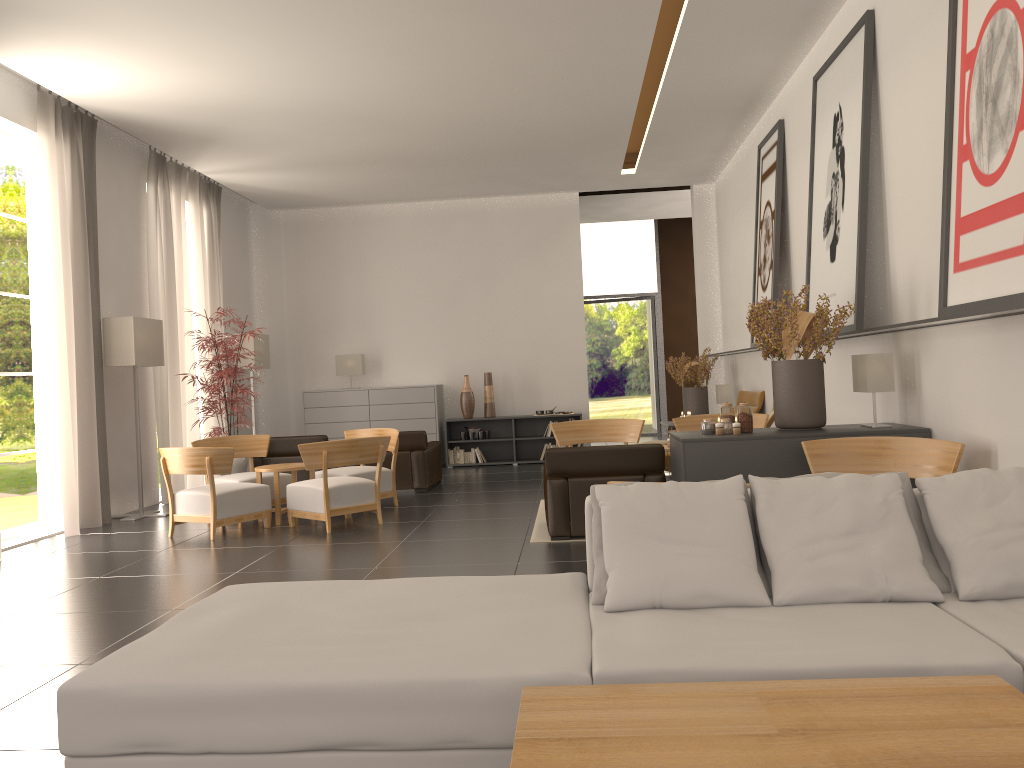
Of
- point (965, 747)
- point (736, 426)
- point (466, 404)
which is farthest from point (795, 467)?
point (466, 404)

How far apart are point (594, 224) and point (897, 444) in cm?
1975

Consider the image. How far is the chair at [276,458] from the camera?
15.73m

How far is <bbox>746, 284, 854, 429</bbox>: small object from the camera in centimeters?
905cm

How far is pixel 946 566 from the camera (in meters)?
4.48

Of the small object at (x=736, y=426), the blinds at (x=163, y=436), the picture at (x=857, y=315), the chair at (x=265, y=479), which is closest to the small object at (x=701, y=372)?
the picture at (x=857, y=315)

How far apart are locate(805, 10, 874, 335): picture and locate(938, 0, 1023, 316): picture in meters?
2.2

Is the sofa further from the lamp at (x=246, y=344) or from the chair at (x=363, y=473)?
the lamp at (x=246, y=344)

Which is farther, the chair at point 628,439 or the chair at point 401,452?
the chair at point 401,452

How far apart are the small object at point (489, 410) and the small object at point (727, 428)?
11.3m
